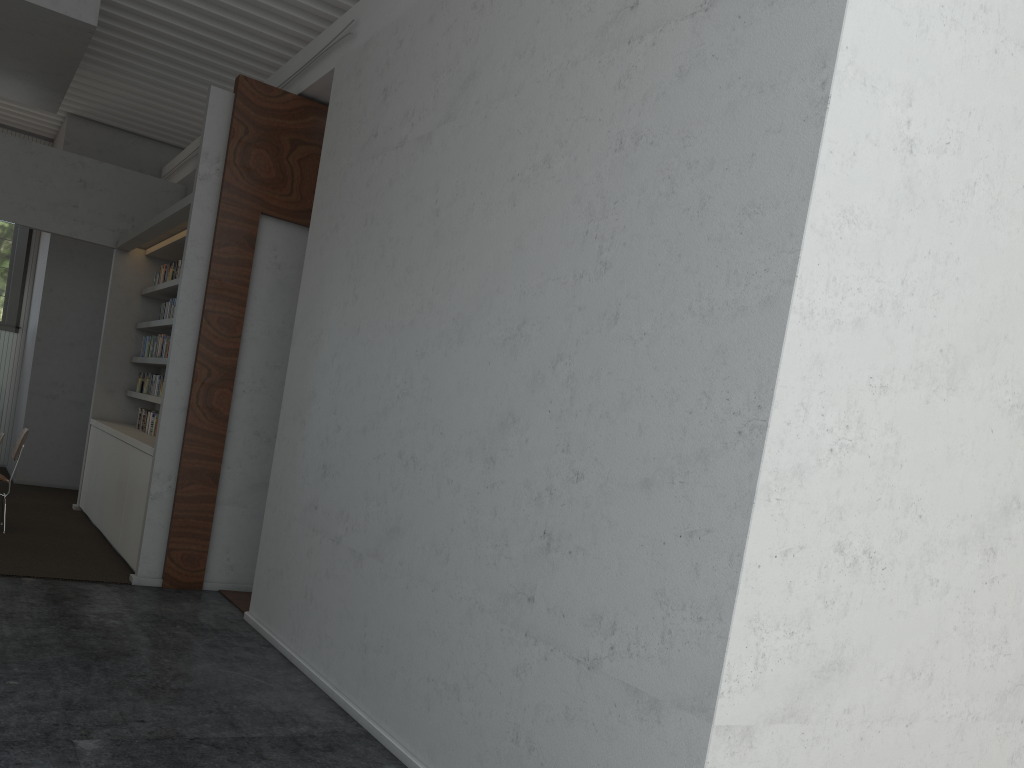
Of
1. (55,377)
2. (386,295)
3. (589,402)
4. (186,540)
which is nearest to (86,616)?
(186,540)

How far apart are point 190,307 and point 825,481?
5.1m
